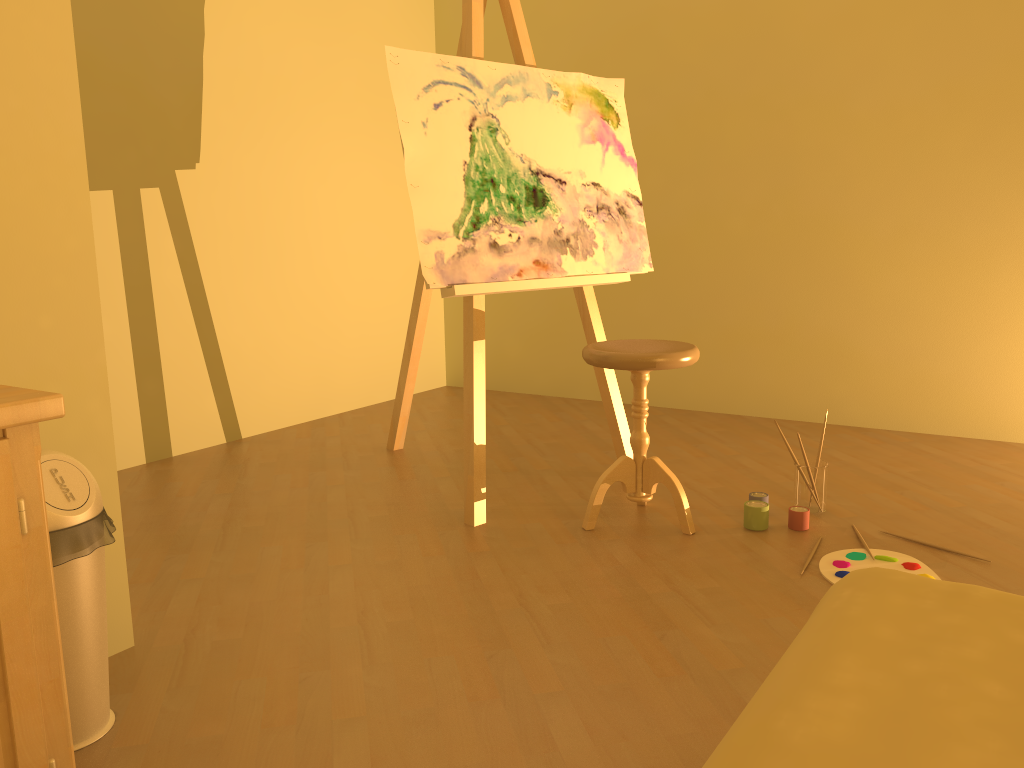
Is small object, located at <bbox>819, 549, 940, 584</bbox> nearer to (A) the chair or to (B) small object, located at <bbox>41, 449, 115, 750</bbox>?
(A) the chair

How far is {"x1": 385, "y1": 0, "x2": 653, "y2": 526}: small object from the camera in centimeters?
267cm

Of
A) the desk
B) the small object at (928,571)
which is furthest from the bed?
the small object at (928,571)

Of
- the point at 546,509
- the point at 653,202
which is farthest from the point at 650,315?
the point at 546,509

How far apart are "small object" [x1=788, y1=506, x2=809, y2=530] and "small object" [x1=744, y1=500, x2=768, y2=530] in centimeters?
8cm

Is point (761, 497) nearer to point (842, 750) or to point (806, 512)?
point (806, 512)

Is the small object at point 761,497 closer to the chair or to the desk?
the chair

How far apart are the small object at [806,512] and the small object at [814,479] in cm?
12

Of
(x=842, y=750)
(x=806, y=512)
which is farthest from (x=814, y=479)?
(x=842, y=750)

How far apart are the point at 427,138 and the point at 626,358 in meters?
0.9 m
